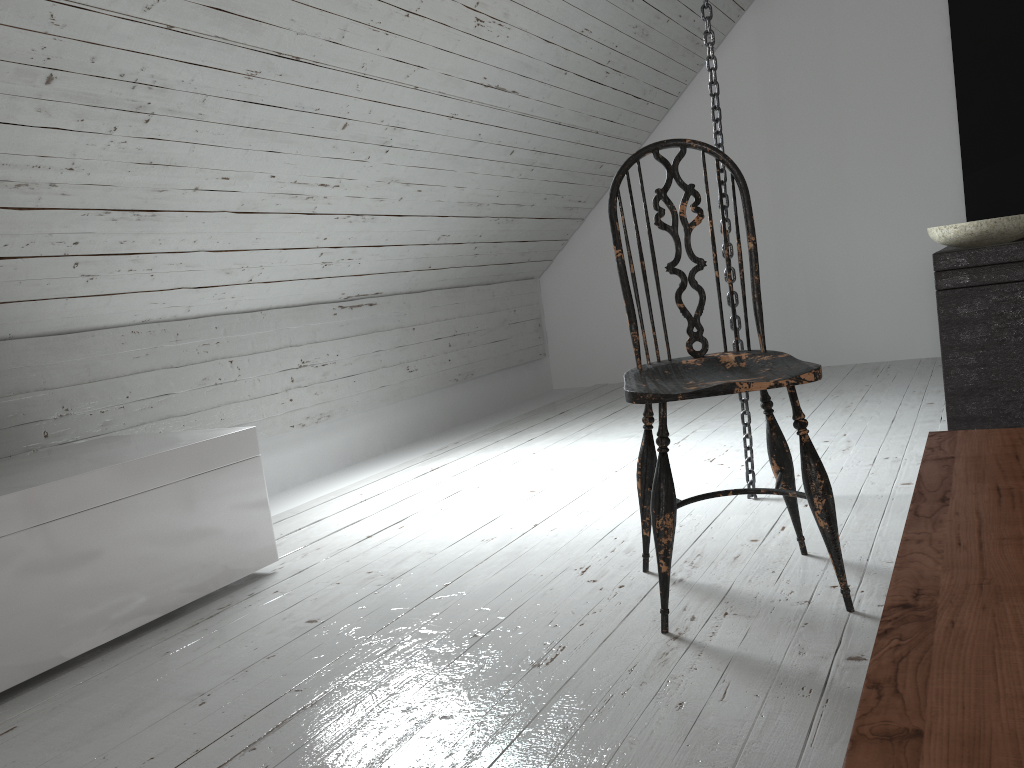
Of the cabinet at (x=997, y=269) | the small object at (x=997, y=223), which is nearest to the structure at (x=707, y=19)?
the cabinet at (x=997, y=269)

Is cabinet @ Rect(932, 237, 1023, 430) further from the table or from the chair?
the table

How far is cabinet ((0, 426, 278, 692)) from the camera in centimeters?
175cm

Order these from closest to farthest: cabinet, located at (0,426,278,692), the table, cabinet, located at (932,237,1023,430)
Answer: the table → cabinet, located at (0,426,278,692) → cabinet, located at (932,237,1023,430)

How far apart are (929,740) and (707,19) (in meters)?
2.12

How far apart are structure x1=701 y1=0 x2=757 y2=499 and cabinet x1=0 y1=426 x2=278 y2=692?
1.29m

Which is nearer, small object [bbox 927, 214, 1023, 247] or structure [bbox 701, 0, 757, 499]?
structure [bbox 701, 0, 757, 499]

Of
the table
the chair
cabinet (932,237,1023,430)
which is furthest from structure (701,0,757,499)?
the table

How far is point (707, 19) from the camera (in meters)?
2.27

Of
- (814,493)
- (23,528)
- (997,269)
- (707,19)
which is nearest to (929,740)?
(814,493)
